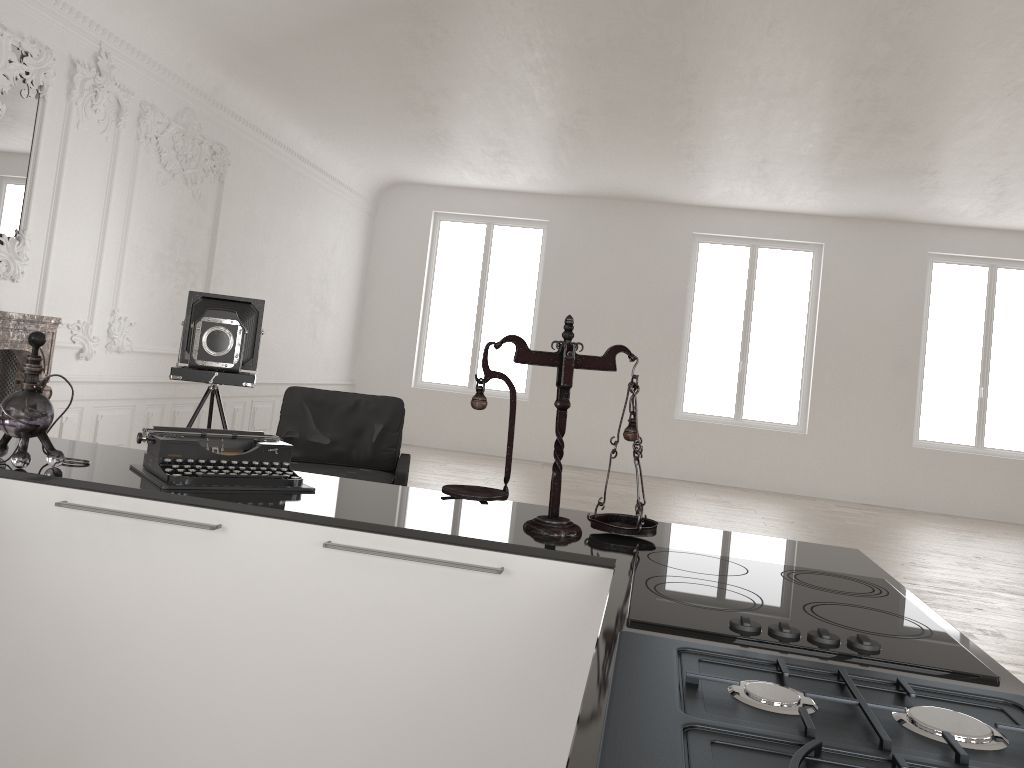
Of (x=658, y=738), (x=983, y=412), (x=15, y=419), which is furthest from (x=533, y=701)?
(x=983, y=412)

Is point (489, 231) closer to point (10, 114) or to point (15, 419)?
point (10, 114)

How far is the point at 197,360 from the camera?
5.57m

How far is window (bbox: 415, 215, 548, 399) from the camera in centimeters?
1292cm

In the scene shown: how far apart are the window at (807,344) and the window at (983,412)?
1.5m

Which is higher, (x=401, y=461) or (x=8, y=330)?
(x=8, y=330)

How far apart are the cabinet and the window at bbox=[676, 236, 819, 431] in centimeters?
1038cm

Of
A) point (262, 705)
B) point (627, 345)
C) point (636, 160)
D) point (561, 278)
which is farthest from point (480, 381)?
point (561, 278)

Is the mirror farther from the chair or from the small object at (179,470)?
the small object at (179,470)

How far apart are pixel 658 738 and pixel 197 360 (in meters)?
5.18
